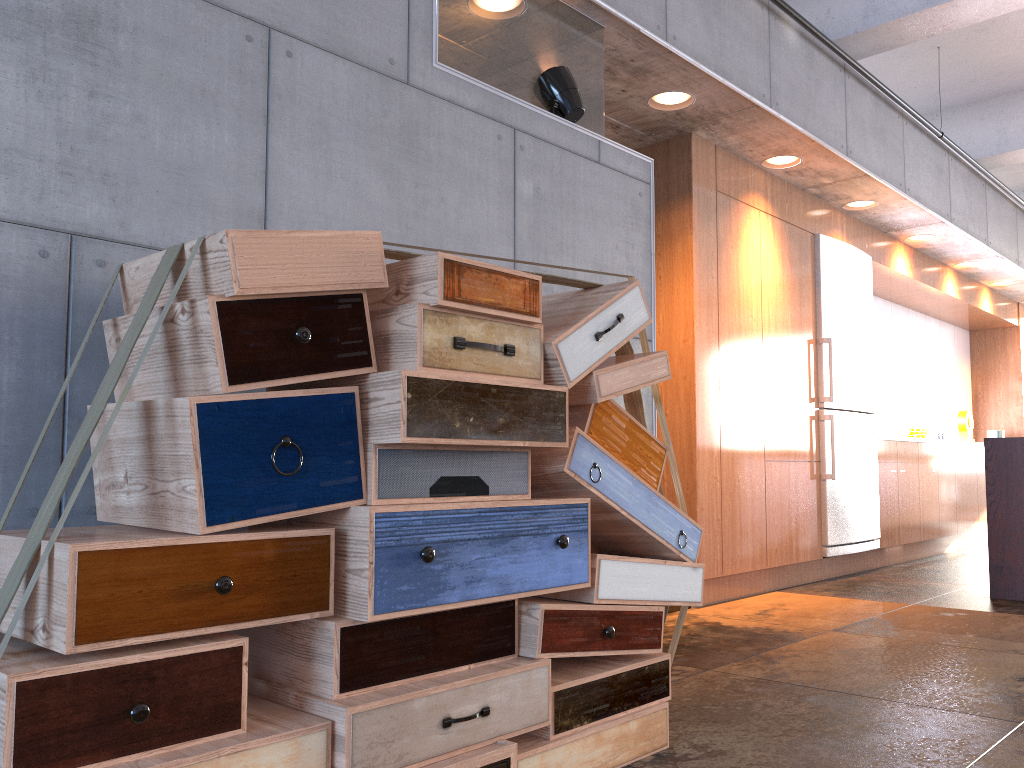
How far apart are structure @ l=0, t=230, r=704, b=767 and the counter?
3.4m

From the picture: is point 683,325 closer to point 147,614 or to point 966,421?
point 147,614

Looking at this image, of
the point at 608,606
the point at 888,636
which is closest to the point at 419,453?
the point at 608,606

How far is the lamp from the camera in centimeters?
352cm

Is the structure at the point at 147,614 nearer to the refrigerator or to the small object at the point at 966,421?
the refrigerator

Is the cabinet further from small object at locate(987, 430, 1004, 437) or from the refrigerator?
small object at locate(987, 430, 1004, 437)

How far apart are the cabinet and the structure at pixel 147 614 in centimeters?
226cm

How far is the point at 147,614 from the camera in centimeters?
151cm

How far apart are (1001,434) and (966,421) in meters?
0.7 m

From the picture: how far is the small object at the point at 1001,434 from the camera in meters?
9.9 m
